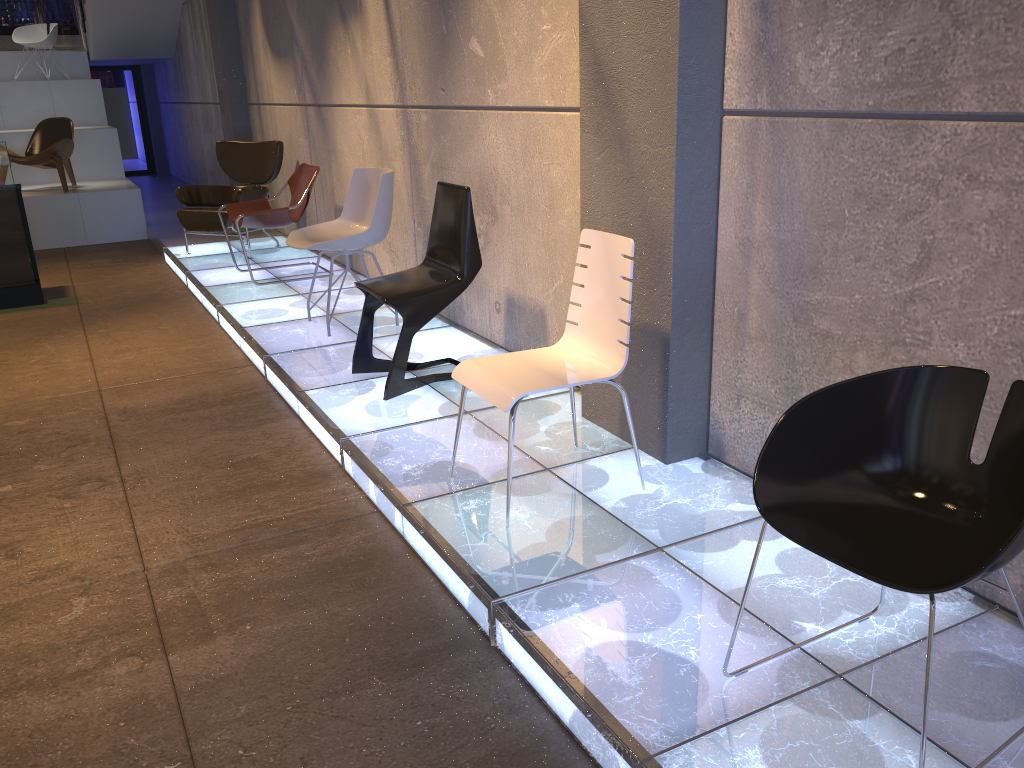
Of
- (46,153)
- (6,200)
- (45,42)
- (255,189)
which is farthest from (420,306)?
(45,42)

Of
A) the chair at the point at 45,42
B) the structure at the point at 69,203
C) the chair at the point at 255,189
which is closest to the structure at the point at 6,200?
the chair at the point at 255,189

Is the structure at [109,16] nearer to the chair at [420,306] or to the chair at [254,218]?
the chair at [254,218]

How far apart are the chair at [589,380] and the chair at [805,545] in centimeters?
95cm

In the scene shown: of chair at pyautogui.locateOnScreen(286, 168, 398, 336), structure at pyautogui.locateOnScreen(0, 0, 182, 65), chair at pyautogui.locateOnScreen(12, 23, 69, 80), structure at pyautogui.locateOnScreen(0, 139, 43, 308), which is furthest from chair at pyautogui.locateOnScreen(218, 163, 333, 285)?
chair at pyautogui.locateOnScreen(12, 23, 69, 80)

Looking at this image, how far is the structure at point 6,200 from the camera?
6.55m

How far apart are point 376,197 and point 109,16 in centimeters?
877cm

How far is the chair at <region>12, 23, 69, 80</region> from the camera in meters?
12.0

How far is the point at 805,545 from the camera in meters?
1.8

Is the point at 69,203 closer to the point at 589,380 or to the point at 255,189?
the point at 255,189
